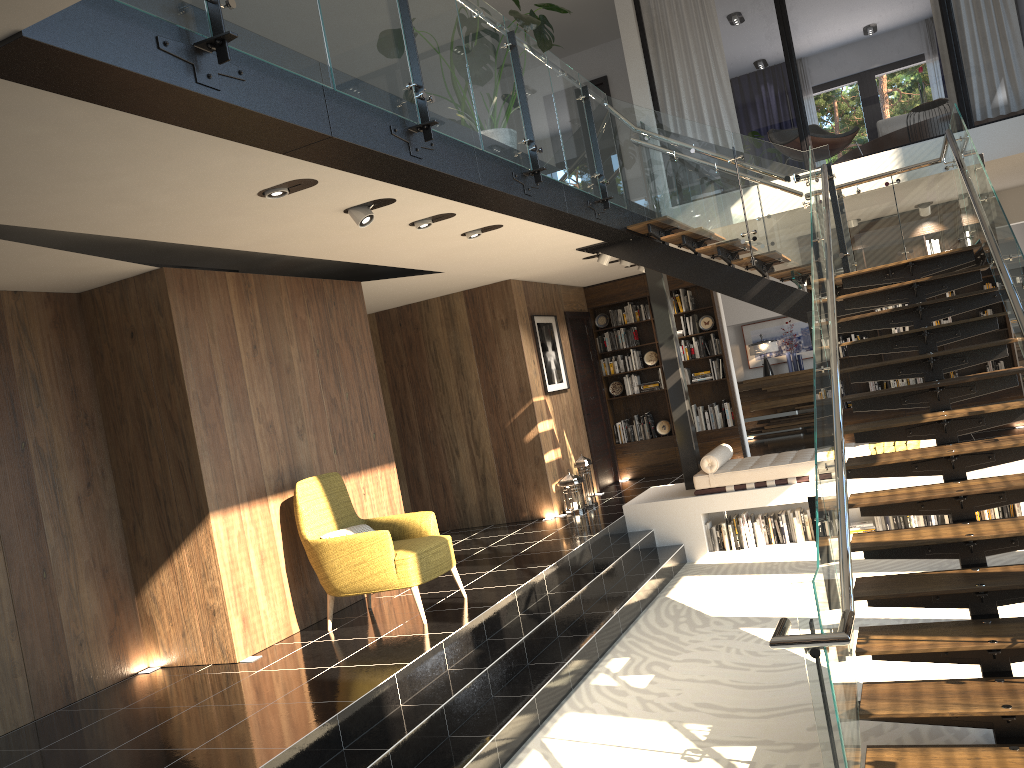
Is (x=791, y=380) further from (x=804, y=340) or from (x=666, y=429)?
(x=666, y=429)

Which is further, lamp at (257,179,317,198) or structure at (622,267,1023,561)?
structure at (622,267,1023,561)

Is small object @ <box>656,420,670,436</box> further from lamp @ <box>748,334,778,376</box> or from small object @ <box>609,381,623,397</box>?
lamp @ <box>748,334,778,376</box>

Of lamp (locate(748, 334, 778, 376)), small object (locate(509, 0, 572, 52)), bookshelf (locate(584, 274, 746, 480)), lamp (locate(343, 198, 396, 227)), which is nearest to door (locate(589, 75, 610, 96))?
bookshelf (locate(584, 274, 746, 480))

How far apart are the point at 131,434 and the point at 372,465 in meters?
2.2

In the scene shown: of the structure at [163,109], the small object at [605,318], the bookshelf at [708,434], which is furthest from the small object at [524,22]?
the small object at [605,318]

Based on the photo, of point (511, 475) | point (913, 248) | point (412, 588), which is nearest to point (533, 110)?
point (412, 588)

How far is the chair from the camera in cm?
606

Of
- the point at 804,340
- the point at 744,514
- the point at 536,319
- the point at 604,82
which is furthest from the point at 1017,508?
the point at 604,82

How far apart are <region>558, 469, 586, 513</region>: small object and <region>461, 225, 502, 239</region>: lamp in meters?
3.9 m
